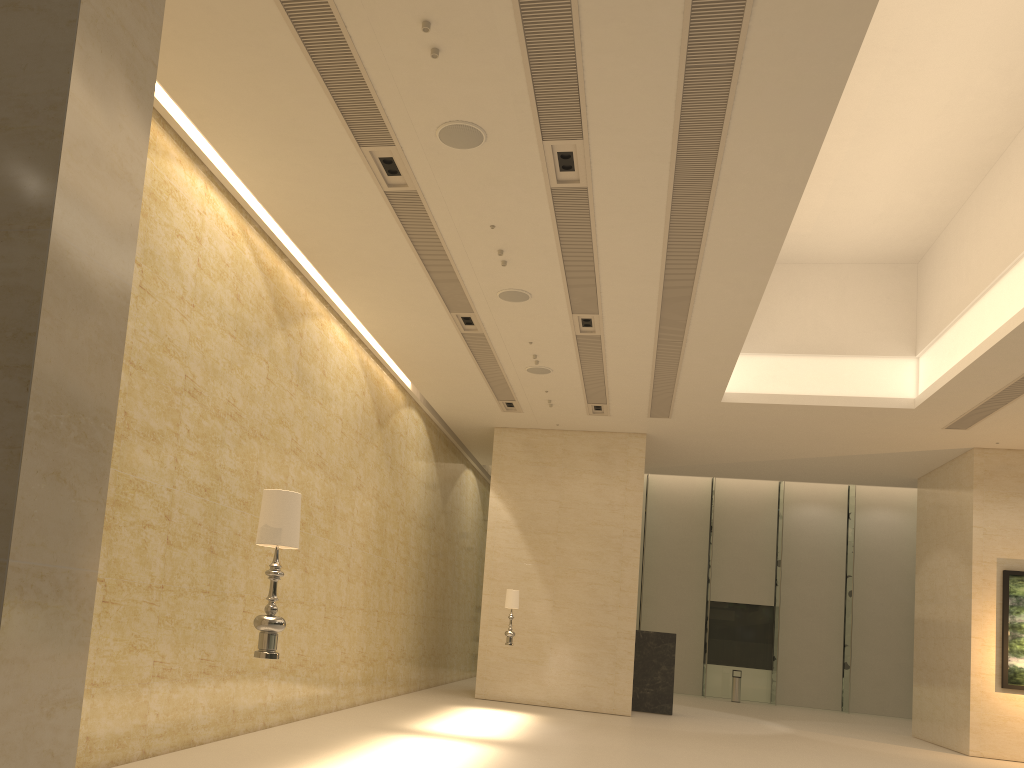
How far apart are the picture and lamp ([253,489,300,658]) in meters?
16.2 m

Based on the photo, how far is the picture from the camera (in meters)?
16.53

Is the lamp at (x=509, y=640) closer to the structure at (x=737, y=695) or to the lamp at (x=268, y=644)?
the lamp at (x=268, y=644)

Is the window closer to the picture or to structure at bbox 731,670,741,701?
structure at bbox 731,670,741,701

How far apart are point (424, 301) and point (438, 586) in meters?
9.6

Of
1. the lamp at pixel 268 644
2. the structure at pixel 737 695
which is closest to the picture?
the structure at pixel 737 695

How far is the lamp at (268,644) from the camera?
5.00m

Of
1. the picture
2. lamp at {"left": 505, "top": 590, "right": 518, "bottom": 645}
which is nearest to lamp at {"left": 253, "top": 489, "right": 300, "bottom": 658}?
lamp at {"left": 505, "top": 590, "right": 518, "bottom": 645}

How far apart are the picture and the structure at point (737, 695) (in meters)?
10.24

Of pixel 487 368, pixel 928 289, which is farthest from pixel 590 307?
pixel 928 289
